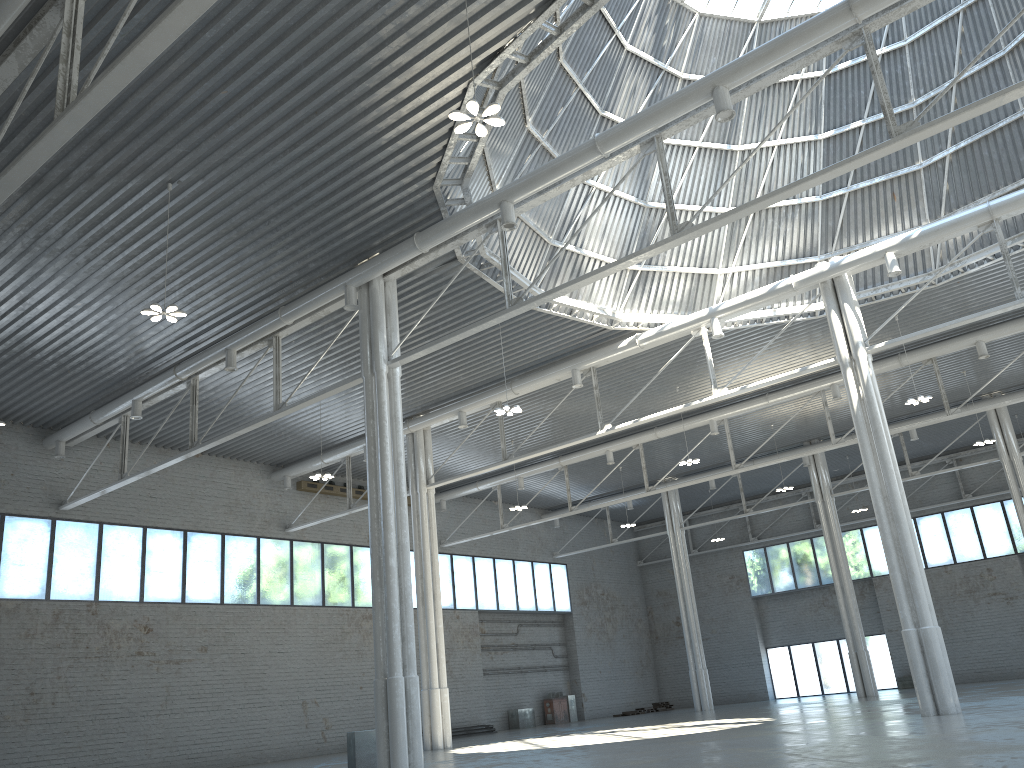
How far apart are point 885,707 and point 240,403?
31.37m
